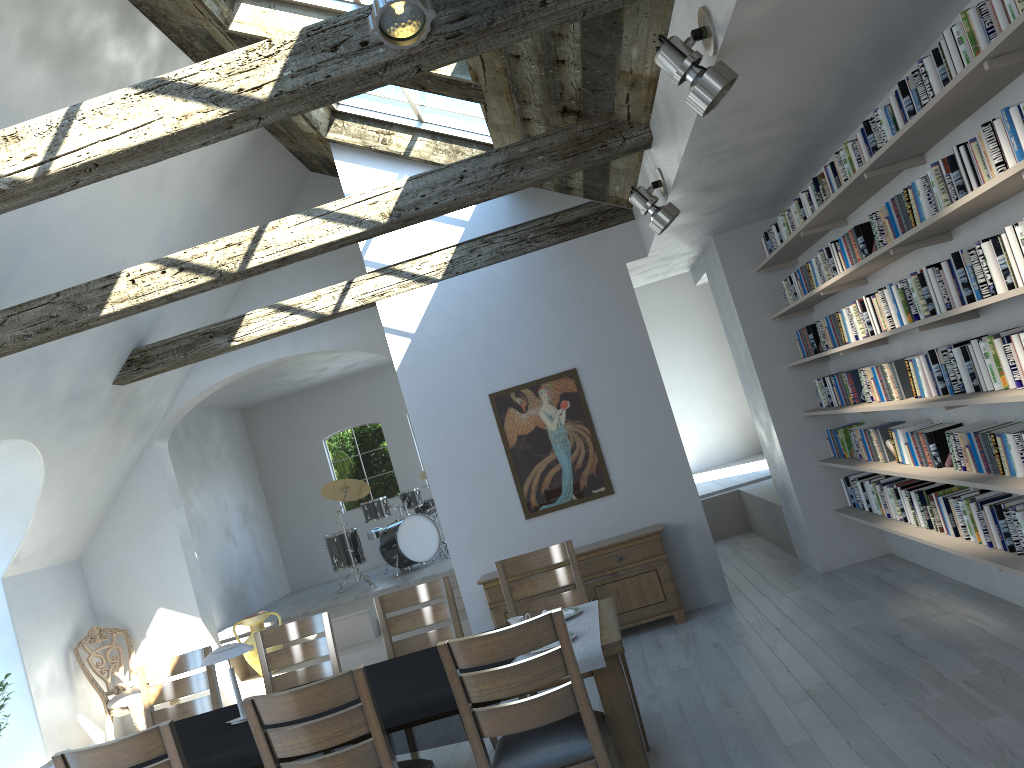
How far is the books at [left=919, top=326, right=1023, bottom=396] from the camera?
3.6m

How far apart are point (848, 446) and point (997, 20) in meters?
3.9 m

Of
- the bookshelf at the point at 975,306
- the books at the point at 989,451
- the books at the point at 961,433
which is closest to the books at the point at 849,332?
the bookshelf at the point at 975,306

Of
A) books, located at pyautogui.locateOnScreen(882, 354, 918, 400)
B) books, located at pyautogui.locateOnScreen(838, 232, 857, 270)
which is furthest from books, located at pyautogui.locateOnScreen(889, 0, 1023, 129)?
books, located at pyautogui.locateOnScreen(882, 354, 918, 400)

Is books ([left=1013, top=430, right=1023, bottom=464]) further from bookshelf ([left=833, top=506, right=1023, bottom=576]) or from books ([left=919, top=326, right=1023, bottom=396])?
bookshelf ([left=833, top=506, right=1023, bottom=576])

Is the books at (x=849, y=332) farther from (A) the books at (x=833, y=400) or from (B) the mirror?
(B) the mirror

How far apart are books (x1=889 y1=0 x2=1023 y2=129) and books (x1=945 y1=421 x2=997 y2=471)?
1.5m

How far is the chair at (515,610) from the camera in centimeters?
505cm

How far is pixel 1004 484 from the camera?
3.9m

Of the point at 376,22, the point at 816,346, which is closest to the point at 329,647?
the point at 376,22
